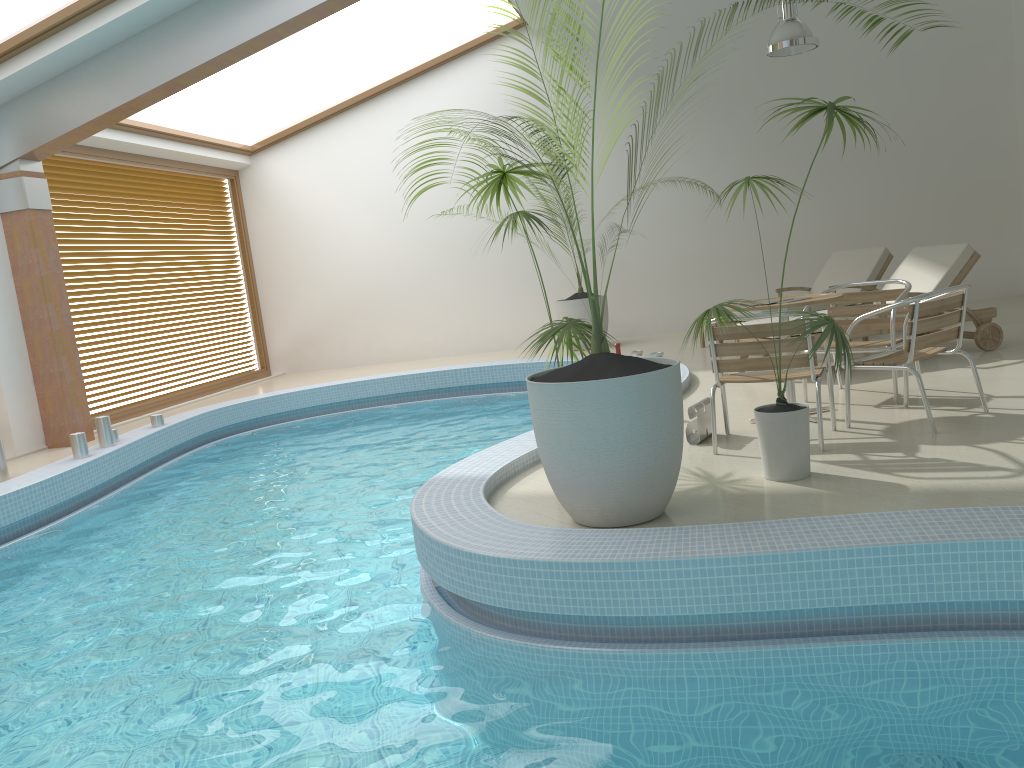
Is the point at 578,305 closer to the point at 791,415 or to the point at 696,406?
the point at 696,406

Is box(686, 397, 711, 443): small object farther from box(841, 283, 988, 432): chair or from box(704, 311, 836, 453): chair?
box(841, 283, 988, 432): chair

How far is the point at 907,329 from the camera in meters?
4.6

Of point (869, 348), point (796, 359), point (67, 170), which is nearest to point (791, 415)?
point (796, 359)

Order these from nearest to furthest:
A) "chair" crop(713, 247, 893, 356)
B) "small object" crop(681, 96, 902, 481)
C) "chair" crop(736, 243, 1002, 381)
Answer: "small object" crop(681, 96, 902, 481), "chair" crop(736, 243, 1002, 381), "chair" crop(713, 247, 893, 356)

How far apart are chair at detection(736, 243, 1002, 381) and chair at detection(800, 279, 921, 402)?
0.80m

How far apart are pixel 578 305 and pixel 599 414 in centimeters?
746cm

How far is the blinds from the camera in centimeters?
965cm

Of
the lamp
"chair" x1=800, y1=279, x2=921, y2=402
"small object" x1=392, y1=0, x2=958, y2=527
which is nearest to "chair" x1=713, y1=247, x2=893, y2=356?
the lamp

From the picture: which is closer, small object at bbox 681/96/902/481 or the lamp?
small object at bbox 681/96/902/481
